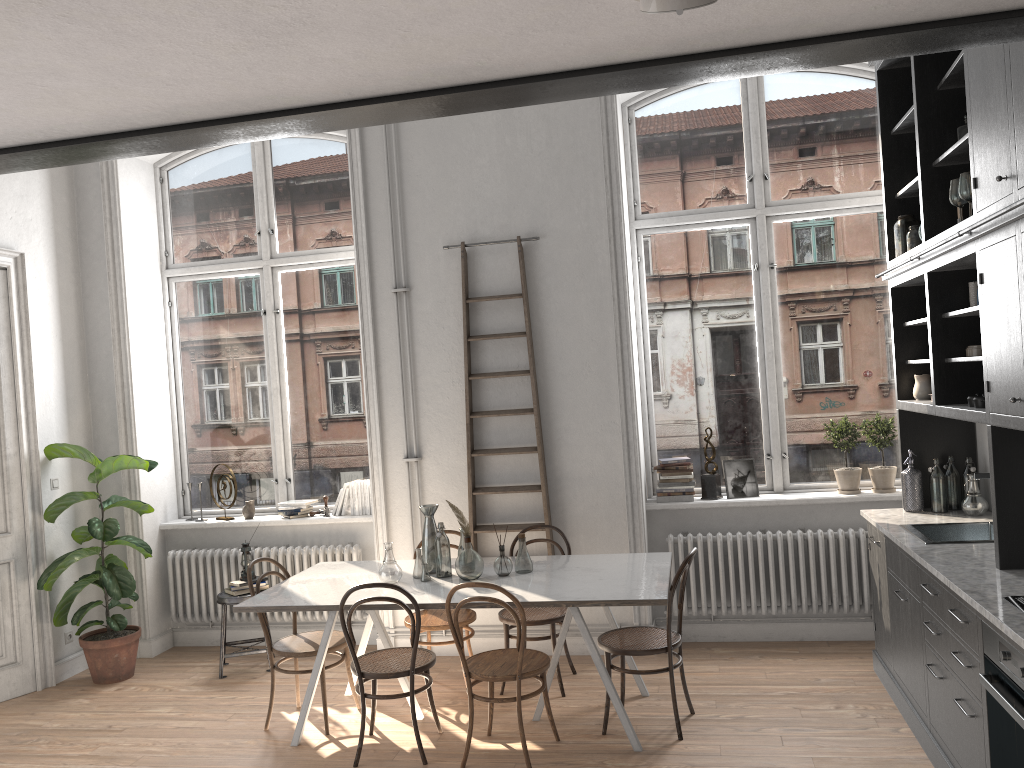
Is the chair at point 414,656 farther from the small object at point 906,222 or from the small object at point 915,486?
the small object at point 906,222

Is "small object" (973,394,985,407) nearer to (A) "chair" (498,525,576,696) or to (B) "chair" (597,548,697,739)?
(B) "chair" (597,548,697,739)

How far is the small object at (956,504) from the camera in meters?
5.0

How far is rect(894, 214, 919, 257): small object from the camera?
4.9m

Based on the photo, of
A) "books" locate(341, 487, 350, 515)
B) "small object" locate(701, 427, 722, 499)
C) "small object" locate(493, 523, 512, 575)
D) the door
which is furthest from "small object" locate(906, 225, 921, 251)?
the door

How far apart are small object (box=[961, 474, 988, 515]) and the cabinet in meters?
0.0

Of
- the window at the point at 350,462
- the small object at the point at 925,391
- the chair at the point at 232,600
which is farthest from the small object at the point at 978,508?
the chair at the point at 232,600

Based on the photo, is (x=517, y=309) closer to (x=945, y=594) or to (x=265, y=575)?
(x=265, y=575)

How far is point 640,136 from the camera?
6.26m

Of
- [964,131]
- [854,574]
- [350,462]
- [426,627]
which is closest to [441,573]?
[426,627]
